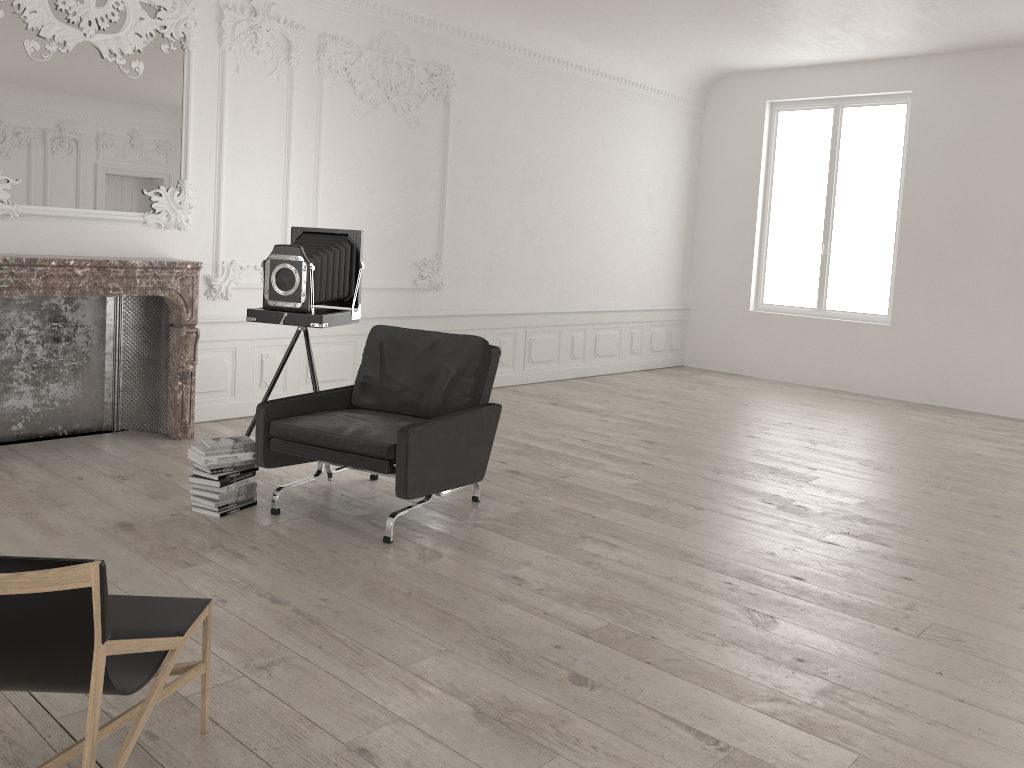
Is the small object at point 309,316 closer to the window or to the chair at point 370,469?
the chair at point 370,469

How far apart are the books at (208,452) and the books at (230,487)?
0.2m

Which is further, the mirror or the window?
the window

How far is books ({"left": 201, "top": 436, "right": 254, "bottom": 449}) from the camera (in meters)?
4.66

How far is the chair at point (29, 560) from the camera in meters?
1.9

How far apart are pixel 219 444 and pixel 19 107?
2.69m

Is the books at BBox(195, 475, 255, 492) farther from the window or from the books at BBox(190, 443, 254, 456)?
the window

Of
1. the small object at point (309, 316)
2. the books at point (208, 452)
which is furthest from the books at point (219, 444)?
the small object at point (309, 316)

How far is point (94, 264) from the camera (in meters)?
5.54

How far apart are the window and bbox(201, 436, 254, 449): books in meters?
7.9 m
